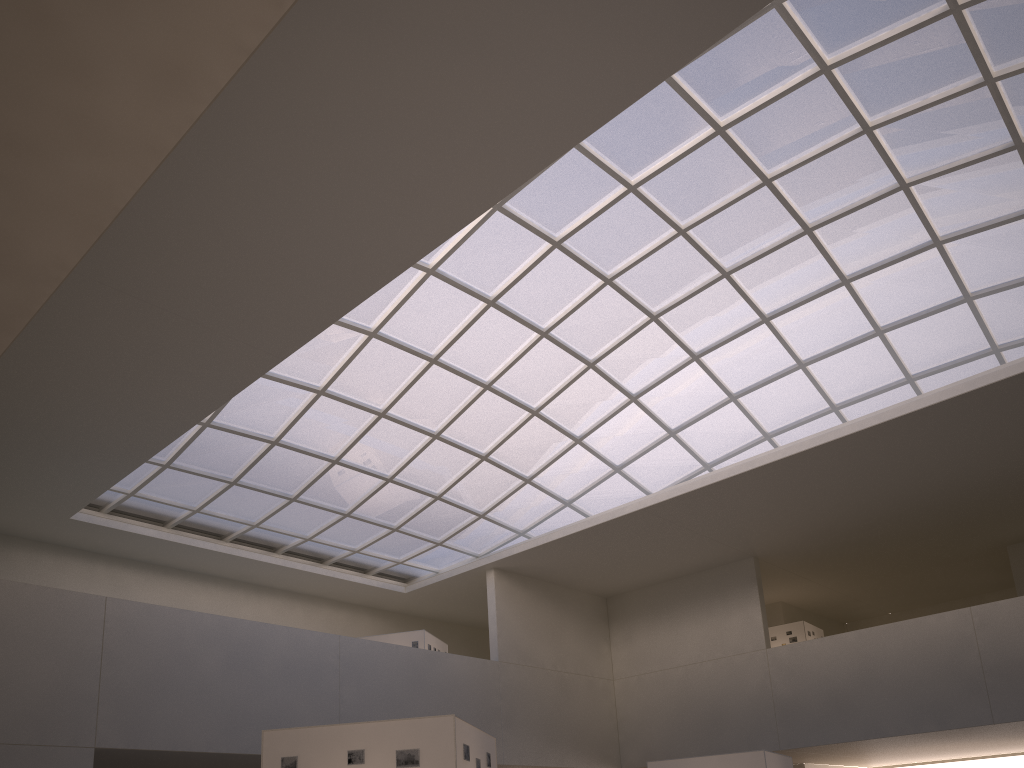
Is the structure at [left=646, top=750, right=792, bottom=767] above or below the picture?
above

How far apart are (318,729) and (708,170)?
28.4 meters

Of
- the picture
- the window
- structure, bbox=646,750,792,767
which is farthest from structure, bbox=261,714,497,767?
the window

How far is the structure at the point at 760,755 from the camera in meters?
29.8 m

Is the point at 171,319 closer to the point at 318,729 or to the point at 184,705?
the point at 184,705

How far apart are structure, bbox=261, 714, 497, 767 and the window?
22.9m

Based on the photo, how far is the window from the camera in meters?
33.3 m

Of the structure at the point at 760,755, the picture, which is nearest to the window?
the structure at the point at 760,755

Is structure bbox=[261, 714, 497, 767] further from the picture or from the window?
the window

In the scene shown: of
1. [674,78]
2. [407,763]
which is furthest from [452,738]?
[674,78]
